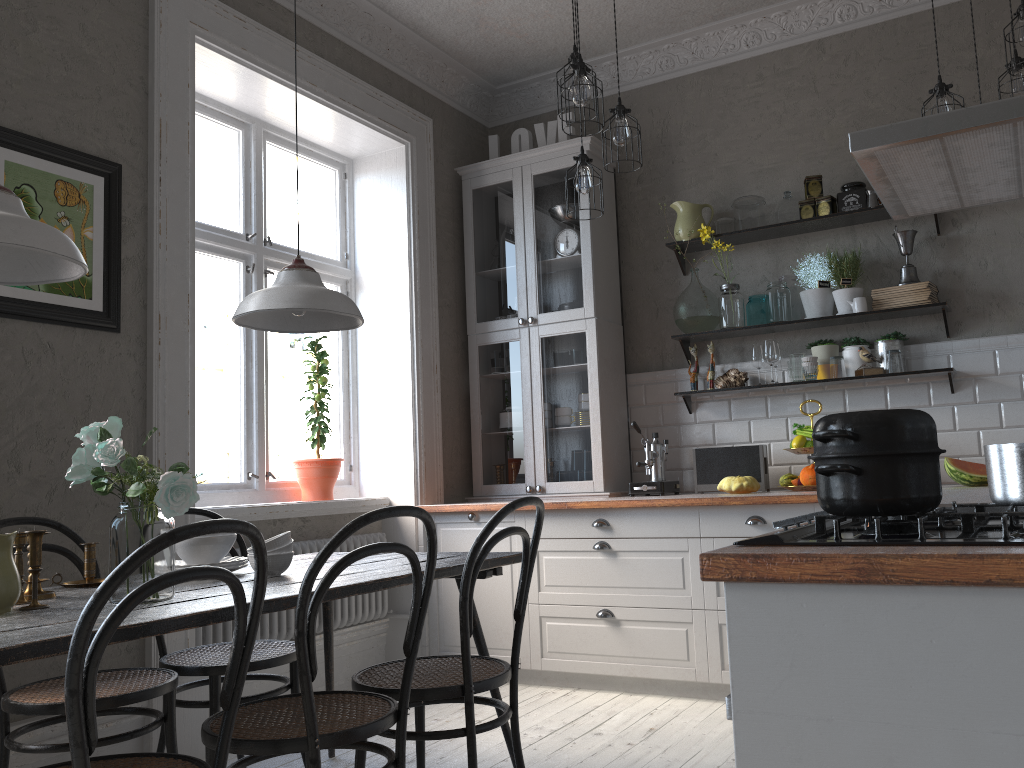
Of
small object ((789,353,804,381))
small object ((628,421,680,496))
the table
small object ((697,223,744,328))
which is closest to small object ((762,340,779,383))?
small object ((789,353,804,381))

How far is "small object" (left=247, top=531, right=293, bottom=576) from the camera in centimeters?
242cm

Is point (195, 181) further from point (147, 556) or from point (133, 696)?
point (147, 556)

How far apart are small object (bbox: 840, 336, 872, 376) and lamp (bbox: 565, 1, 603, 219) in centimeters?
156cm

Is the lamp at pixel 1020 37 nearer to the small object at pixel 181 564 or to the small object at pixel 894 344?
the small object at pixel 894 344

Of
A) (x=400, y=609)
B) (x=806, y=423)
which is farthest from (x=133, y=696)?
(x=806, y=423)

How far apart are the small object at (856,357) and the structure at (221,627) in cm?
242

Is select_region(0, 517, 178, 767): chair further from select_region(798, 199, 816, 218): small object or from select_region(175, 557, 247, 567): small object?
select_region(798, 199, 816, 218): small object

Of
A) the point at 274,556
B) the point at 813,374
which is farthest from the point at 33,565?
the point at 813,374

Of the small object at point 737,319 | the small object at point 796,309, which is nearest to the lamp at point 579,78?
the small object at point 737,319
